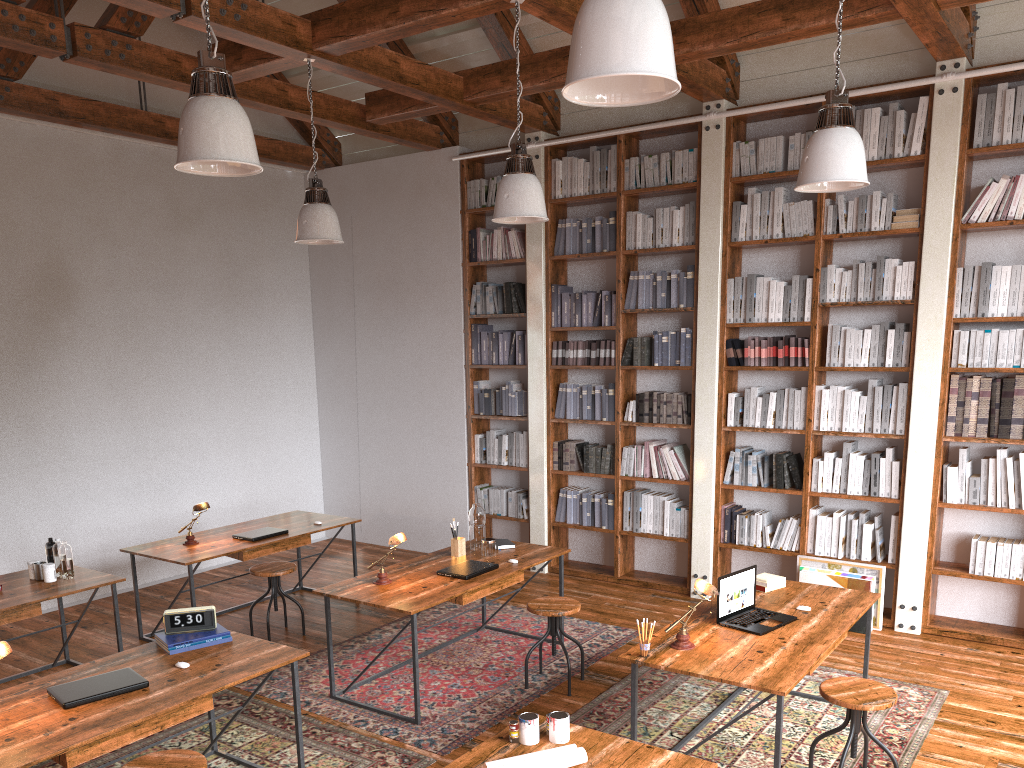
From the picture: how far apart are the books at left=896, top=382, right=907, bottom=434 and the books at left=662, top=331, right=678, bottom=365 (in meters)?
1.70

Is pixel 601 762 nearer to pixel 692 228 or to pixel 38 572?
pixel 38 572

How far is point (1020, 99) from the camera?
5.33m

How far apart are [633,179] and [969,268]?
2.5m

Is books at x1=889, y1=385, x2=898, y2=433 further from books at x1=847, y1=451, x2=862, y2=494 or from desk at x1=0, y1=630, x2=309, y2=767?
desk at x1=0, y1=630, x2=309, y2=767

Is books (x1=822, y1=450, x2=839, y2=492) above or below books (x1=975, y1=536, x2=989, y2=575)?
above

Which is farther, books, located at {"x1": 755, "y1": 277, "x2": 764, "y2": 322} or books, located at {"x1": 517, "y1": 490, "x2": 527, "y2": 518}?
books, located at {"x1": 517, "y1": 490, "x2": 527, "y2": 518}

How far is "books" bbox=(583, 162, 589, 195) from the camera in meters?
7.1 m

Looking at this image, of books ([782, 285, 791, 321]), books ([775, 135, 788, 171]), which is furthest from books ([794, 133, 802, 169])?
books ([782, 285, 791, 321])

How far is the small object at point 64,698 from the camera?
3.27m
